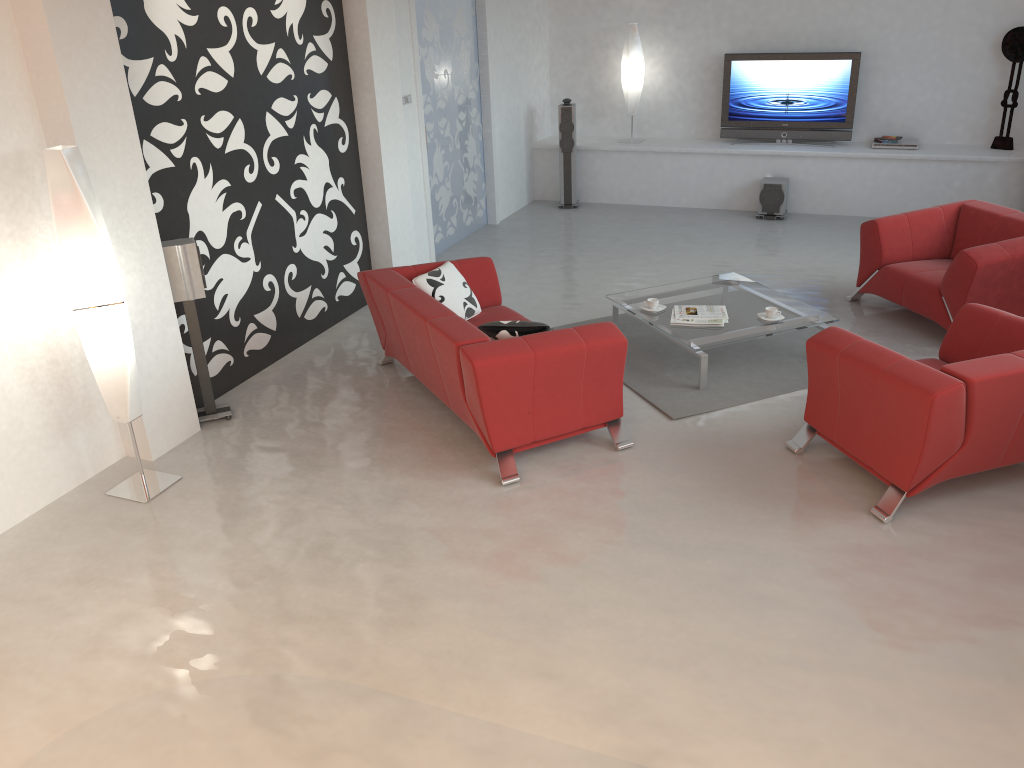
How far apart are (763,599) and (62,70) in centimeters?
397cm

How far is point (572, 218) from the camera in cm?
960

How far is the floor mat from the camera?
5.41m

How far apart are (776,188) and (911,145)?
1.39m

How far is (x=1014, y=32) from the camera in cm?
837

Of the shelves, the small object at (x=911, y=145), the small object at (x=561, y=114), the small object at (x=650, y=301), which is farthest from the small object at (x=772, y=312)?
the small object at (x=561, y=114)

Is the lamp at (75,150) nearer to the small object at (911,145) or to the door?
the door

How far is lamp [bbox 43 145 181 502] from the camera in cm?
402

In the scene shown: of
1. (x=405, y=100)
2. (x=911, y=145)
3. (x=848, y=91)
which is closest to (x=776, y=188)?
(x=848, y=91)

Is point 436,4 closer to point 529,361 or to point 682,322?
point 682,322
